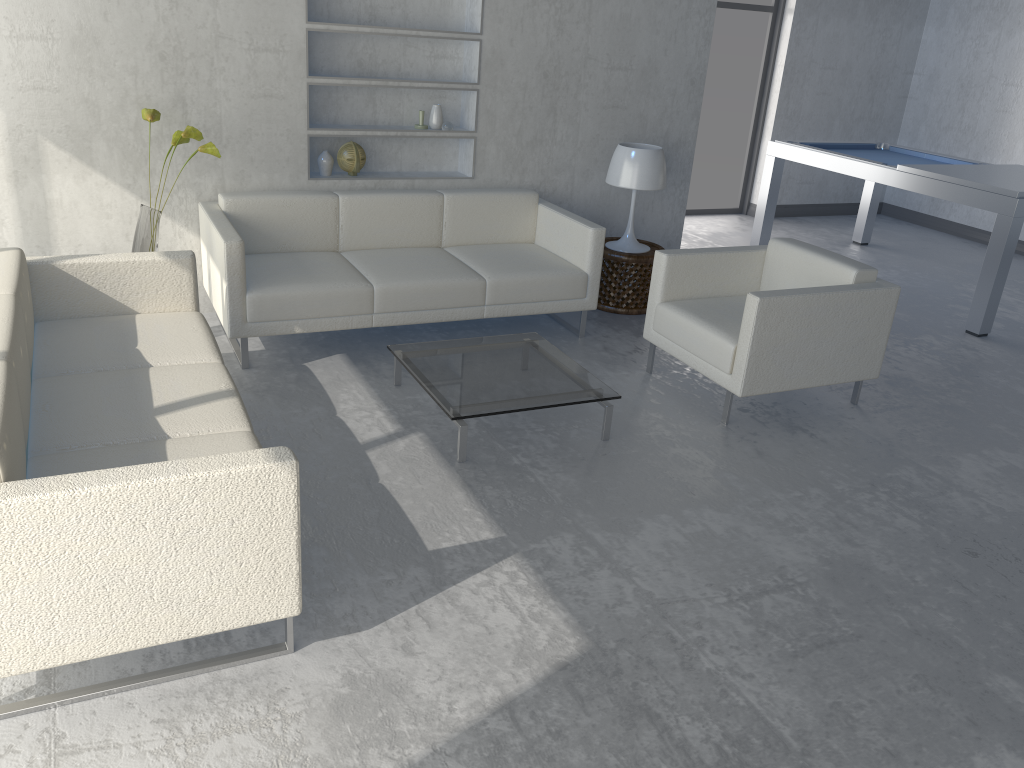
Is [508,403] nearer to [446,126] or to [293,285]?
[293,285]

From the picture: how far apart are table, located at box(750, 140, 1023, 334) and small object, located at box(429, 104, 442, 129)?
2.9 meters

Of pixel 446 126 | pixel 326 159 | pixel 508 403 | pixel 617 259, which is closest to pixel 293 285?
pixel 326 159

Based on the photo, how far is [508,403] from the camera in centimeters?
340cm

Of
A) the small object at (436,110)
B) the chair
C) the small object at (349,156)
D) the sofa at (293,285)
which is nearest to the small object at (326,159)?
the small object at (349,156)

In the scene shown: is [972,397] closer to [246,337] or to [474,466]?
[474,466]

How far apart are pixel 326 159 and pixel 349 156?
0.1m

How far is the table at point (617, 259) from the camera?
5.02m

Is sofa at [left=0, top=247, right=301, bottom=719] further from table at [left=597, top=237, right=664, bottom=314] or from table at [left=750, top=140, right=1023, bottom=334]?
table at [left=750, top=140, right=1023, bottom=334]

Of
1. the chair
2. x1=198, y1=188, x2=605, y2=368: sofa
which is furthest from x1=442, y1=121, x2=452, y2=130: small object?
the chair
